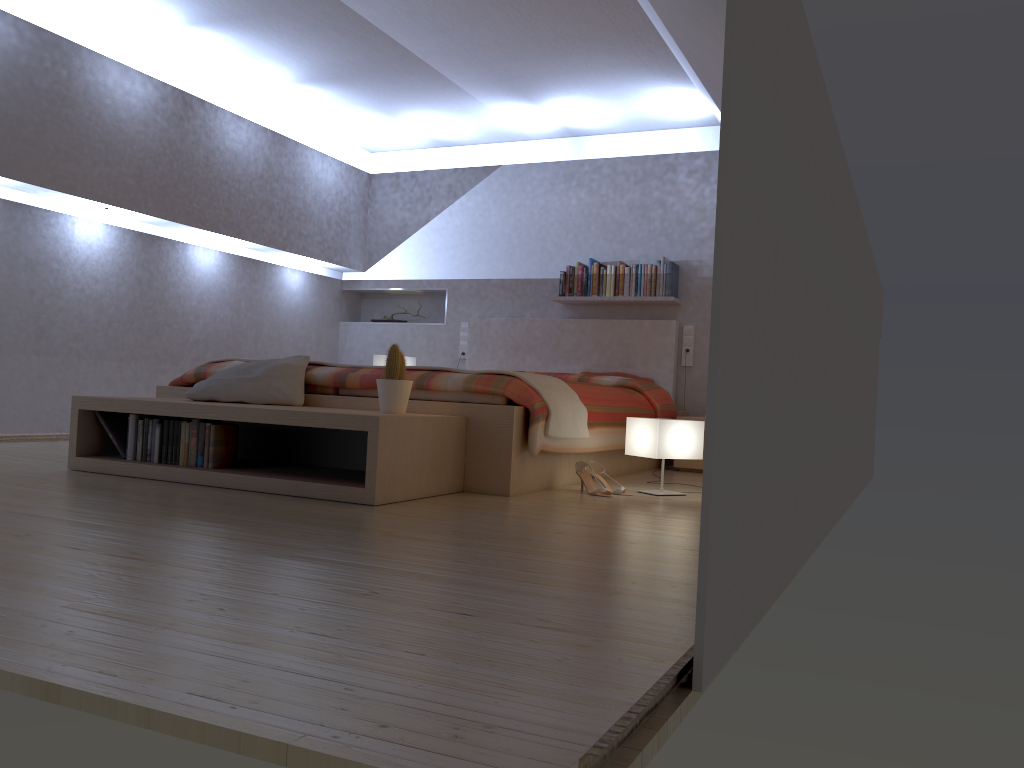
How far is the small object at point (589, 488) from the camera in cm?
378

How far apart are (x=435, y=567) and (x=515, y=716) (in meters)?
0.93

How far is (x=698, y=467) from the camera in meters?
5.3 m

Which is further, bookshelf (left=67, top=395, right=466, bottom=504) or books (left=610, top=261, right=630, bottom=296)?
books (left=610, top=261, right=630, bottom=296)

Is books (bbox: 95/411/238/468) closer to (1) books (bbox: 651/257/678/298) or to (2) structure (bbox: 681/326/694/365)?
(1) books (bbox: 651/257/678/298)

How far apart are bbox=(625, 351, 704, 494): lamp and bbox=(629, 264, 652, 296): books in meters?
2.5

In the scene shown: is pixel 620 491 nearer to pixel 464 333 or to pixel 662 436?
pixel 662 436

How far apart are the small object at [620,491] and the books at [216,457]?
1.6 meters

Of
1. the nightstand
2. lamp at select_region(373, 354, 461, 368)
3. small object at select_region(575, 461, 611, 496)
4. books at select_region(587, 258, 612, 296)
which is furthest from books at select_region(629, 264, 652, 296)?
small object at select_region(575, 461, 611, 496)

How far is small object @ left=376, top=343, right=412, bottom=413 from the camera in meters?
3.4
